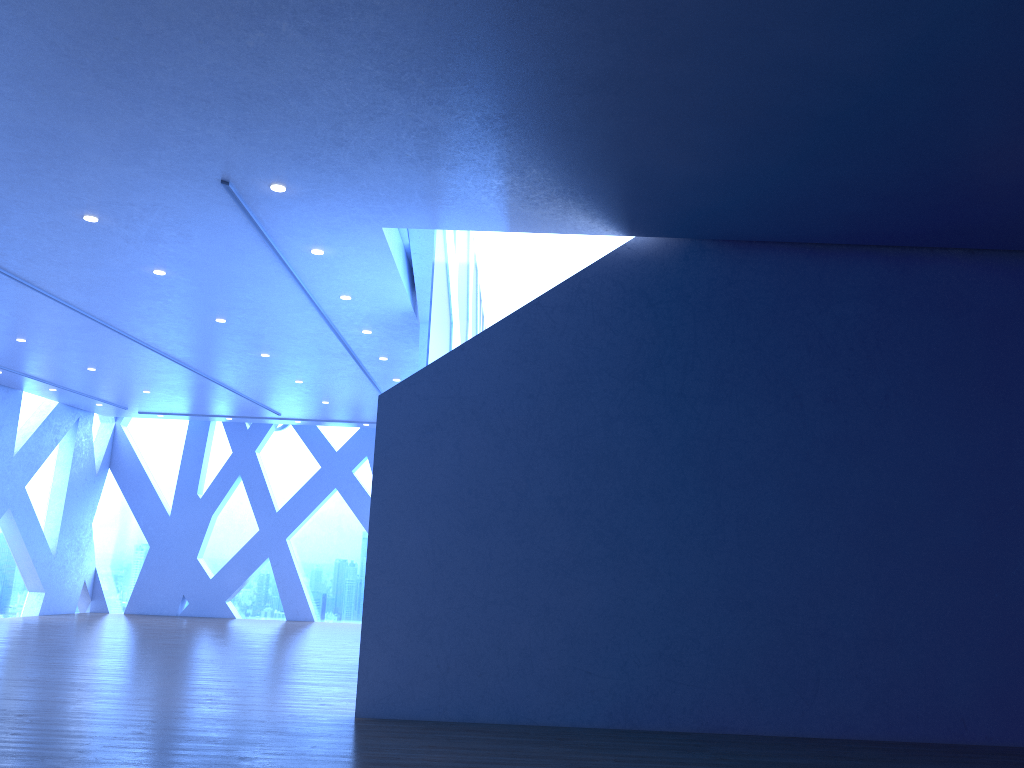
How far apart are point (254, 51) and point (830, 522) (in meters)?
5.23
